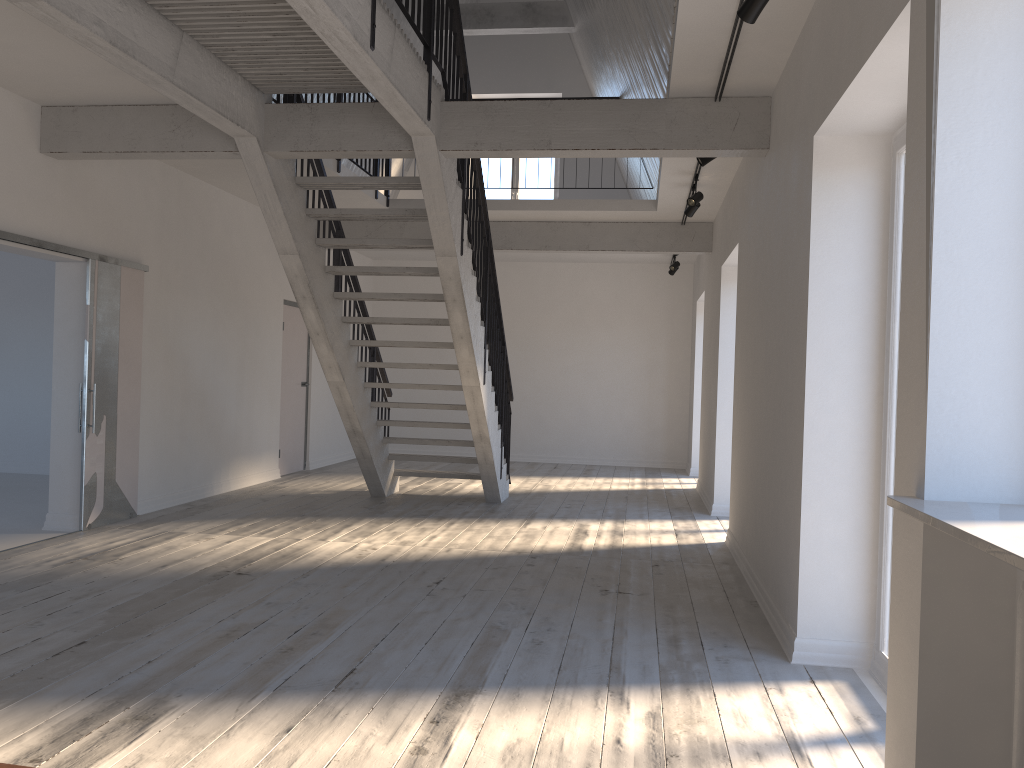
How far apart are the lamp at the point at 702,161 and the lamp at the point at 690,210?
1.8m

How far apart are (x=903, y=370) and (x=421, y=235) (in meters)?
7.96

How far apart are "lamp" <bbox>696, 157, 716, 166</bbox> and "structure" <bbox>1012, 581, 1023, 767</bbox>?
4.28m

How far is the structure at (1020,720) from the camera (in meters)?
2.13

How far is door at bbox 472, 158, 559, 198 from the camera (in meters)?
13.41

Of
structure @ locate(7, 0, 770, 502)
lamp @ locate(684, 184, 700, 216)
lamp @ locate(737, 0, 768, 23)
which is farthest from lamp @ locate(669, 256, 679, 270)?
lamp @ locate(737, 0, 768, 23)

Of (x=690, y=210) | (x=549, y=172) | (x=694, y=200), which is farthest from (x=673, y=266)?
(x=694, y=200)

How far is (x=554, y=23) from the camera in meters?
11.4 m

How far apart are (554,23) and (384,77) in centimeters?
774cm

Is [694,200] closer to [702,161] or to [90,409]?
[702,161]
